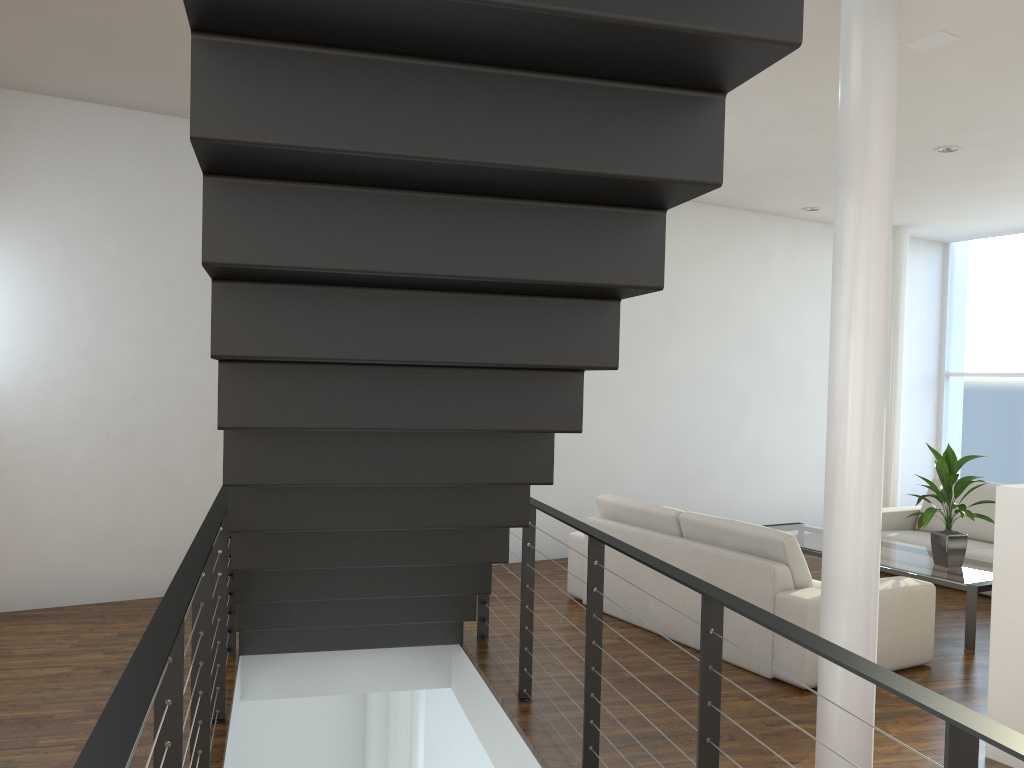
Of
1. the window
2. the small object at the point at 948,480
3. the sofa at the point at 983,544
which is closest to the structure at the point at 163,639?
the small object at the point at 948,480

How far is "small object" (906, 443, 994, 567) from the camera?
4.2m

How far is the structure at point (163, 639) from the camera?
1.4m

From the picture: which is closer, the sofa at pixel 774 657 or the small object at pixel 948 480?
the sofa at pixel 774 657

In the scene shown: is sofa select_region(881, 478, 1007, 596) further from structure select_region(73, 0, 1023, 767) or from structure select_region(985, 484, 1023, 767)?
structure select_region(73, 0, 1023, 767)

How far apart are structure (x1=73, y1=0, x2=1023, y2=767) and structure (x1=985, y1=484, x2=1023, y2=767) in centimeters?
125cm

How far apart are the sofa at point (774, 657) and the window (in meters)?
4.04

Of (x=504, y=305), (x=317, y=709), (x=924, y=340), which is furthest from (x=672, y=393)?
(x=504, y=305)

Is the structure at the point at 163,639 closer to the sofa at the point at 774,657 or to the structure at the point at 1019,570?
the sofa at the point at 774,657

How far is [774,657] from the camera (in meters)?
3.38
